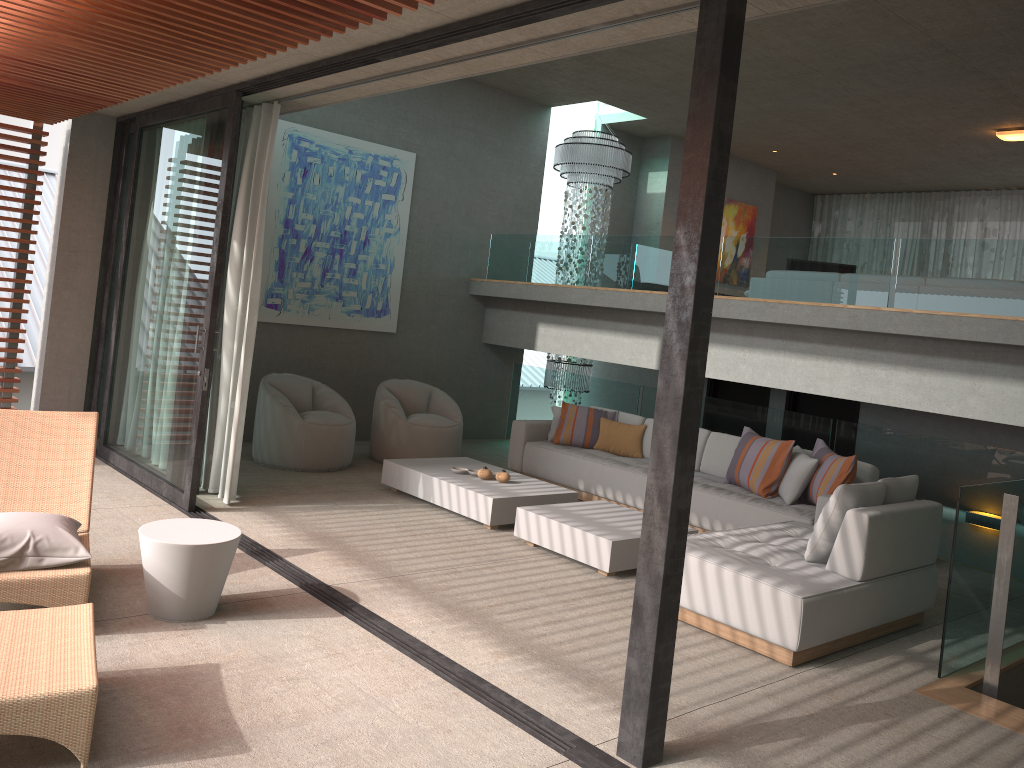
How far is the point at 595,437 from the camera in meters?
8.5

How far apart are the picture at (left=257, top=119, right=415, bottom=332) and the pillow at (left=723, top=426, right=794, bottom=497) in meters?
4.3 m

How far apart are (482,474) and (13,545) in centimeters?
380cm

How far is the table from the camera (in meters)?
4.15

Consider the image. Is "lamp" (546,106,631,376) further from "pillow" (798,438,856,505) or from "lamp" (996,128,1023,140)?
"pillow" (798,438,856,505)

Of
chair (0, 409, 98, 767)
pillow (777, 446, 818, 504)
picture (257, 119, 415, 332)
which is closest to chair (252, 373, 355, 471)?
picture (257, 119, 415, 332)

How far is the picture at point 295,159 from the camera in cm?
891

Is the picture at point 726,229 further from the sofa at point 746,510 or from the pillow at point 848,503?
the pillow at point 848,503

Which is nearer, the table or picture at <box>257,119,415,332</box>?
the table

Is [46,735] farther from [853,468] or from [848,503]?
[853,468]
